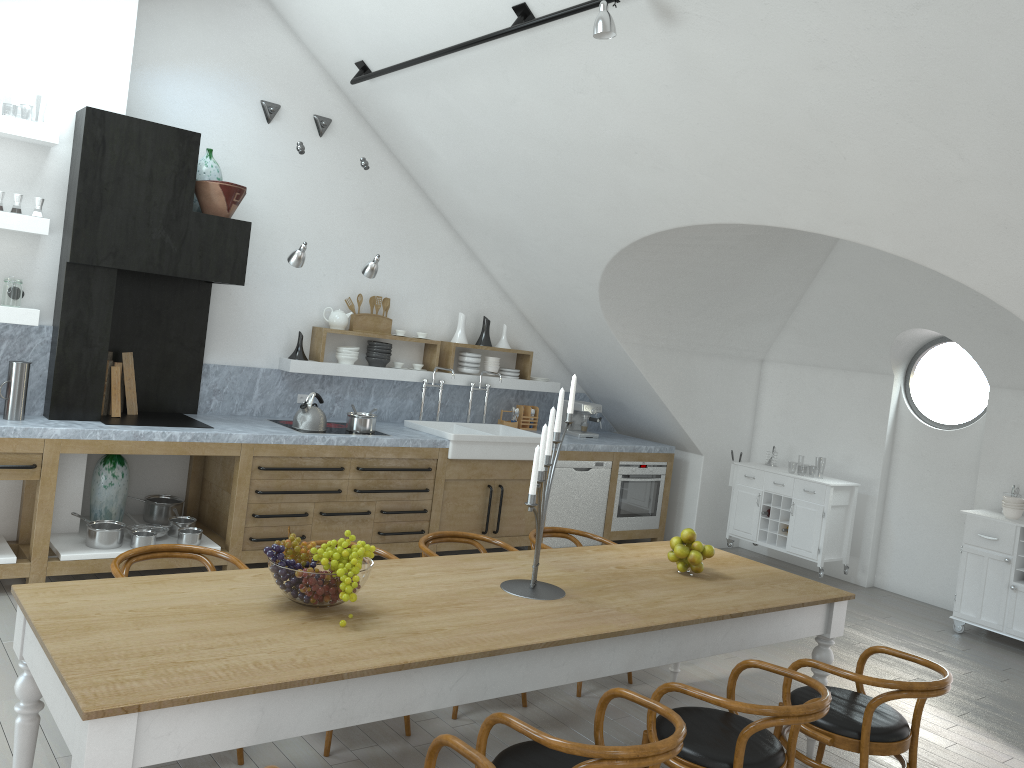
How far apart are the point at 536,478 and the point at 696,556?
1.2 meters

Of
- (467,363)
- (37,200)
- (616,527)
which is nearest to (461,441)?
(467,363)

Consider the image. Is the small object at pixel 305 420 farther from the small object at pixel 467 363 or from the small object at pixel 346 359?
the small object at pixel 467 363

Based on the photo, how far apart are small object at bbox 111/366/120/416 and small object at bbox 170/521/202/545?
0.87m

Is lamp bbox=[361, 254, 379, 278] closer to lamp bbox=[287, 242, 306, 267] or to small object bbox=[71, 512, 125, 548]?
lamp bbox=[287, 242, 306, 267]

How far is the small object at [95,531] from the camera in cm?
538

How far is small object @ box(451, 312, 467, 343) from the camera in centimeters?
770cm

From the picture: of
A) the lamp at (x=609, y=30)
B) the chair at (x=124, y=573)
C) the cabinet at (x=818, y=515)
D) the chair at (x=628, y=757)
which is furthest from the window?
the chair at (x=124, y=573)

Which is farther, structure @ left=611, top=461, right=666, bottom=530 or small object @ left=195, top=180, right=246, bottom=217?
structure @ left=611, top=461, right=666, bottom=530

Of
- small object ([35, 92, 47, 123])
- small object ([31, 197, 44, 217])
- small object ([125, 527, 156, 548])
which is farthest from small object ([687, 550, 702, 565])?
small object ([35, 92, 47, 123])
